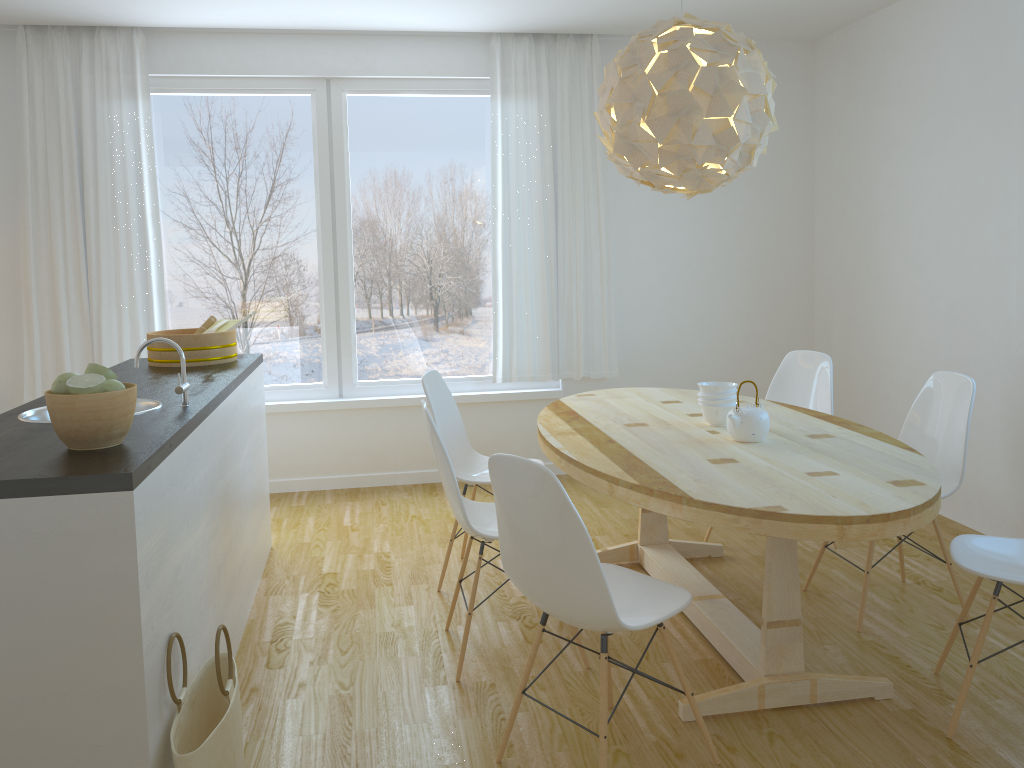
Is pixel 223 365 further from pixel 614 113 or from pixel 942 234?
pixel 942 234

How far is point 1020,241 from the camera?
3.9 meters

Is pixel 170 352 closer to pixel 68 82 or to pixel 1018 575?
pixel 68 82

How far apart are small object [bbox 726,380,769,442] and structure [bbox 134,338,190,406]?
1.8m

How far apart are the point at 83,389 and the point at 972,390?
3.0 meters

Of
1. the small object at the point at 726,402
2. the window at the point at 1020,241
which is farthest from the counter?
the window at the point at 1020,241

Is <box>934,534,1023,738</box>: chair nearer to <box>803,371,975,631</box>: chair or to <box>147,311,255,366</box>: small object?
<box>803,371,975,631</box>: chair

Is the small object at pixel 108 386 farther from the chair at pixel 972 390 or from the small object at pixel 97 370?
the chair at pixel 972 390

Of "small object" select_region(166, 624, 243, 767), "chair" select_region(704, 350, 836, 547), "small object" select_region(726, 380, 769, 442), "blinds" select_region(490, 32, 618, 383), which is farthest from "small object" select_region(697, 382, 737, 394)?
"blinds" select_region(490, 32, 618, 383)

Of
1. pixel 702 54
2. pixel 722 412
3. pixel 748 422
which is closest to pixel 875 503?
pixel 748 422
